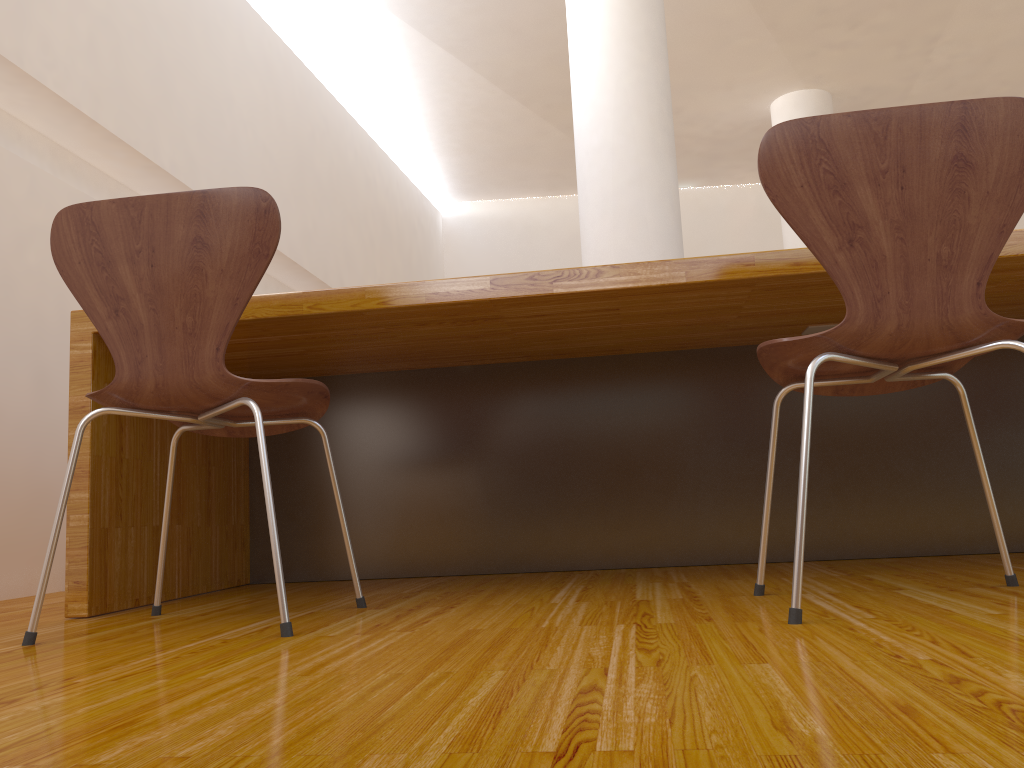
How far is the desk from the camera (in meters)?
1.73

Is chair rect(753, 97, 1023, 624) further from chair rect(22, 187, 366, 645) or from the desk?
chair rect(22, 187, 366, 645)

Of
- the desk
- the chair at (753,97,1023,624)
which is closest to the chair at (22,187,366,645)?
the desk

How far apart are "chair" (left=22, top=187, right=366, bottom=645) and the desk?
0.1m

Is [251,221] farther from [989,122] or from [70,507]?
[989,122]

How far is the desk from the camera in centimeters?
173cm

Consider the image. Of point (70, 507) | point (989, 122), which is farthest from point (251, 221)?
point (989, 122)

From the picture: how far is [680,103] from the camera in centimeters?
644cm

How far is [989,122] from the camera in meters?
1.2 m

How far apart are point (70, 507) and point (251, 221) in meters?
0.8
